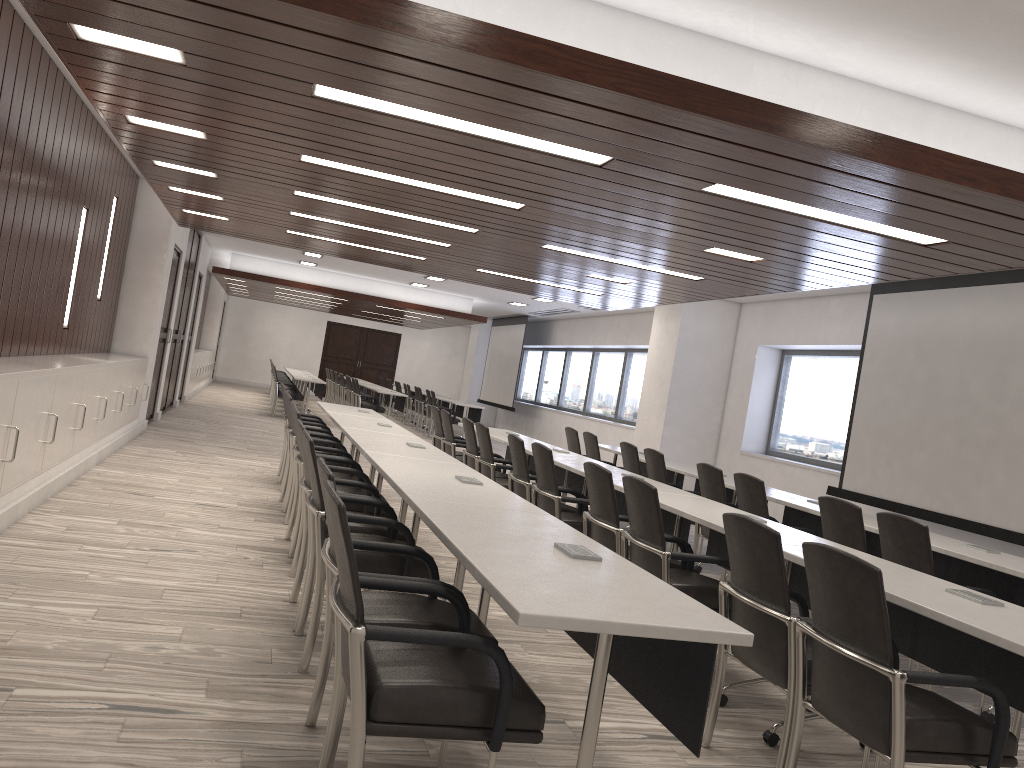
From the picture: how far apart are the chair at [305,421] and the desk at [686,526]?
2.60m

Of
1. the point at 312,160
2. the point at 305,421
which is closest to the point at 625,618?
the point at 312,160

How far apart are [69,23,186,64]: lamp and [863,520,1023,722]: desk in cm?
452

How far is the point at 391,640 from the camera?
2.1m

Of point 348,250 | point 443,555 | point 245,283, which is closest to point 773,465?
point 348,250

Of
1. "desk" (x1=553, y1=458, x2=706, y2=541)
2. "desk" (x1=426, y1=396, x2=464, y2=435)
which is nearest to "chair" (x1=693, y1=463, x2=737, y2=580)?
"desk" (x1=553, y1=458, x2=706, y2=541)

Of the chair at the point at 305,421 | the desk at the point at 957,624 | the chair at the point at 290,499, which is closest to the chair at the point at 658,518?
the desk at the point at 957,624

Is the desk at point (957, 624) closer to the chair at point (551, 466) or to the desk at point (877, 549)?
the chair at point (551, 466)

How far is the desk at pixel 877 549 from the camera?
6.03m

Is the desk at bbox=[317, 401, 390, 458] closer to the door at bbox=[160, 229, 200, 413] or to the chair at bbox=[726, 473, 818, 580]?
the chair at bbox=[726, 473, 818, 580]
